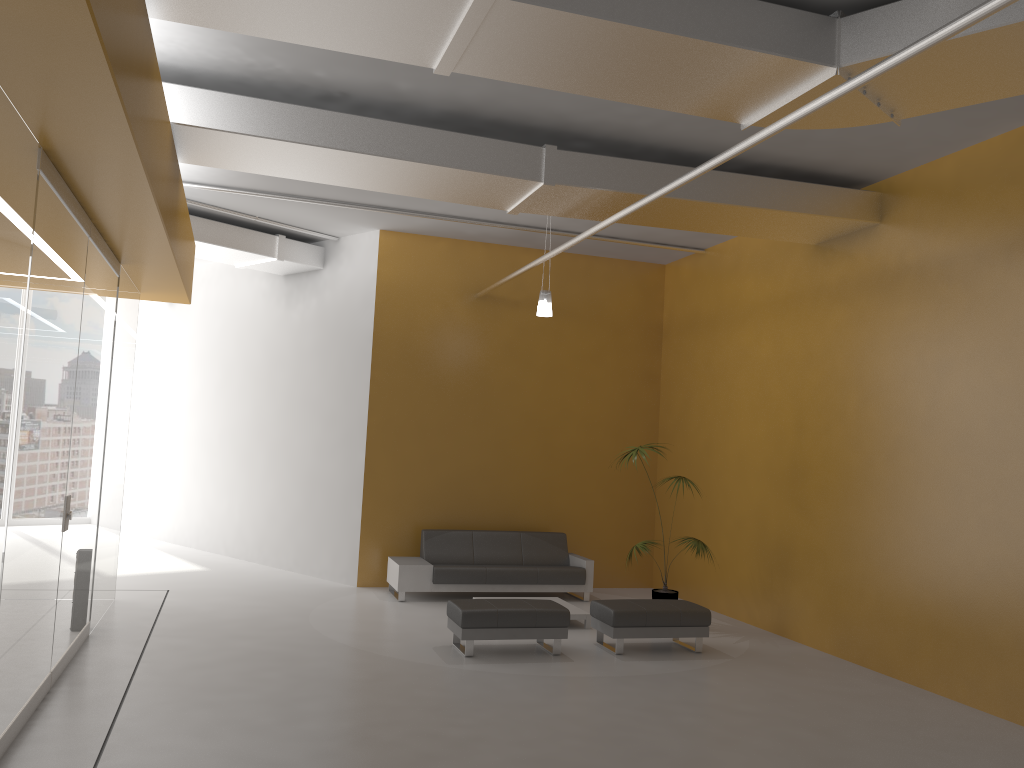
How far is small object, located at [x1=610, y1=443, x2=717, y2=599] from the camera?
9.4m

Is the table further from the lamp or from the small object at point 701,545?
the lamp

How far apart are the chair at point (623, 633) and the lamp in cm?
311

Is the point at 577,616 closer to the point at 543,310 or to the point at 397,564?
the point at 397,564

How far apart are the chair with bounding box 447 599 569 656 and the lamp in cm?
313

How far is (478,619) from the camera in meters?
7.7

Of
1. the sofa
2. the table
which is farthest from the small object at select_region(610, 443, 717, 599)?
the sofa

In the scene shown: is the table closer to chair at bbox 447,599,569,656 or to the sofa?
chair at bbox 447,599,569,656

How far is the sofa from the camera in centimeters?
1021cm

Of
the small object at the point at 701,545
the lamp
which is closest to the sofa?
the small object at the point at 701,545
